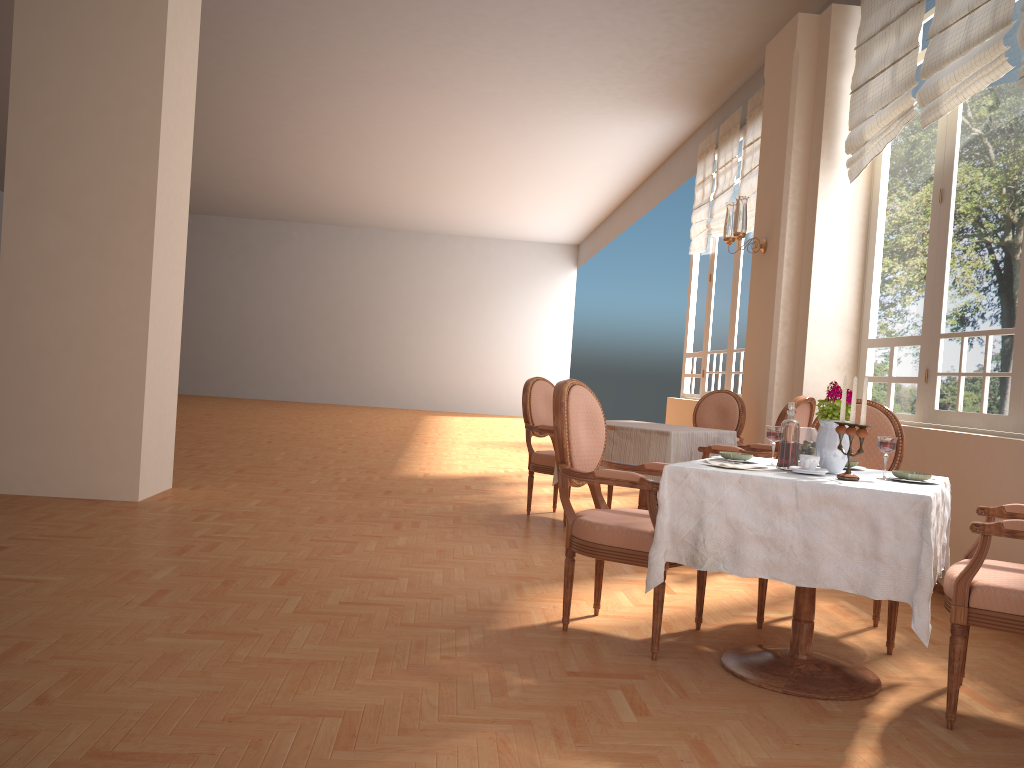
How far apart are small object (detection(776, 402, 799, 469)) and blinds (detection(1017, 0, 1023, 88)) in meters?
2.4 m

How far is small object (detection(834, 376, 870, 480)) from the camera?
2.6 meters

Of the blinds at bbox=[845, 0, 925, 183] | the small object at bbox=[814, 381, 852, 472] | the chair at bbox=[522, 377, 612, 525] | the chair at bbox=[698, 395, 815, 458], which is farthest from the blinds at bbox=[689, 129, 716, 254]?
the small object at bbox=[814, 381, 852, 472]

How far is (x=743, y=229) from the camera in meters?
6.0 m

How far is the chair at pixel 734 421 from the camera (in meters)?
6.05

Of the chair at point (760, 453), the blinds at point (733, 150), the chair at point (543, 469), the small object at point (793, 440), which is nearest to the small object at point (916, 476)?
the small object at point (793, 440)

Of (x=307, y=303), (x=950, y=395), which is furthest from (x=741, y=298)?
(x=307, y=303)

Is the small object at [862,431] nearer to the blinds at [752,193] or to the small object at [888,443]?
the small object at [888,443]

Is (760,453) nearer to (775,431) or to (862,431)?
(775,431)

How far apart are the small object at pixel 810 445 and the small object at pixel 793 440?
0.1m
